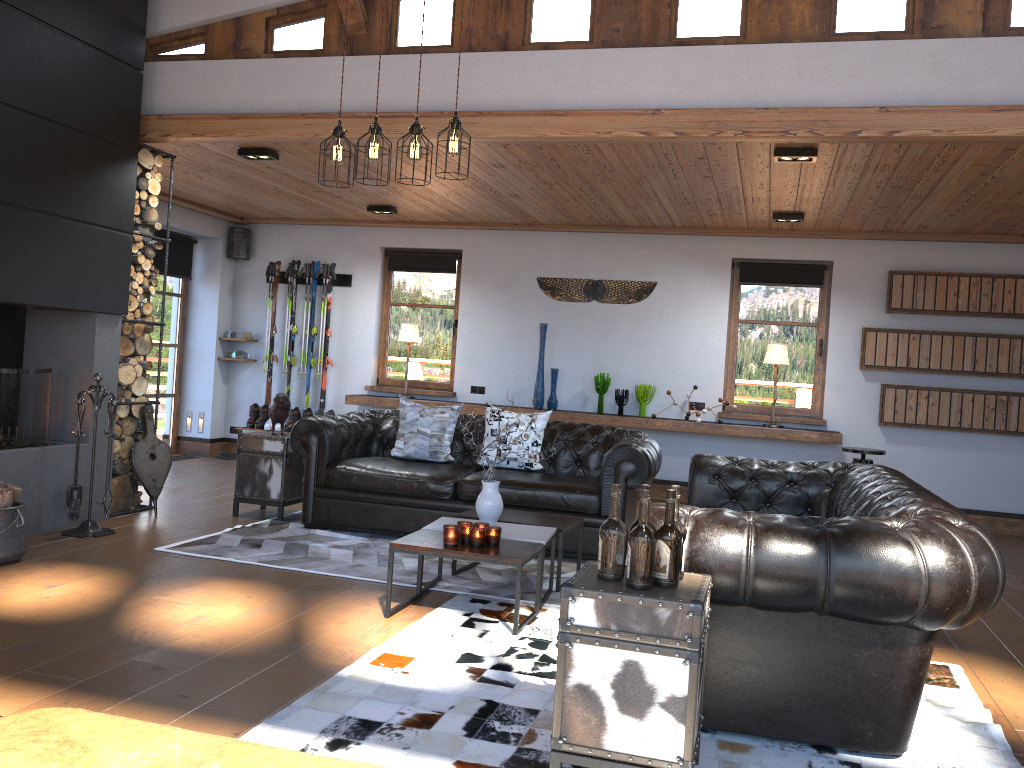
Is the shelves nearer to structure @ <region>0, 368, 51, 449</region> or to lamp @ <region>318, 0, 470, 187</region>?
structure @ <region>0, 368, 51, 449</region>

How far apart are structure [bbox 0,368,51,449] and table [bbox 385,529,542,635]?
2.75m

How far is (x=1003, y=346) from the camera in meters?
7.9

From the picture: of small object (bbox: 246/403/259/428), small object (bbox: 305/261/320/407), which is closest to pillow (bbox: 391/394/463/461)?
small object (bbox: 305/261/320/407)

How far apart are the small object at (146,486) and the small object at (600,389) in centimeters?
409cm

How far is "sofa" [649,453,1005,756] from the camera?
2.8m

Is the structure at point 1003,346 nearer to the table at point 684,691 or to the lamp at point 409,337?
the lamp at point 409,337

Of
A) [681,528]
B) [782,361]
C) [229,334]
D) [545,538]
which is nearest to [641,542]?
[681,528]

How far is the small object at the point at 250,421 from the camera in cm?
974

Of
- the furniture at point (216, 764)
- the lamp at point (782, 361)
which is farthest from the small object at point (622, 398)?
the furniture at point (216, 764)
